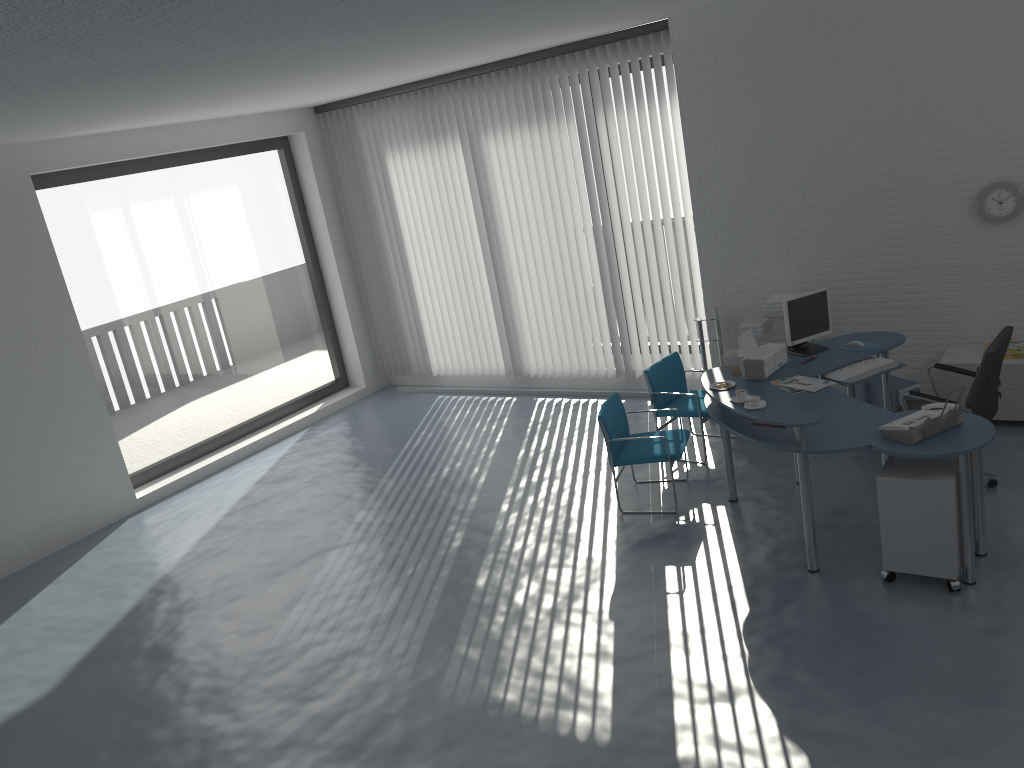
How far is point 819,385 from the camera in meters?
5.5 m

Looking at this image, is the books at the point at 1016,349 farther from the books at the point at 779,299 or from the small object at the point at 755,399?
the small object at the point at 755,399

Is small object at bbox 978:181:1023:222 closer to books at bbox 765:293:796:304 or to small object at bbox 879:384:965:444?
books at bbox 765:293:796:304

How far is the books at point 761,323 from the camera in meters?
7.1

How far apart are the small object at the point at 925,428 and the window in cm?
651

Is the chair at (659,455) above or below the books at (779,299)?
below

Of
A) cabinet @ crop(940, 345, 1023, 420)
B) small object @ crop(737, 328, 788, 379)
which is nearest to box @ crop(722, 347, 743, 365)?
small object @ crop(737, 328, 788, 379)

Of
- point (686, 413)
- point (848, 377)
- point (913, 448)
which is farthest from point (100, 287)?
point (913, 448)

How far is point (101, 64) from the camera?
3.9m

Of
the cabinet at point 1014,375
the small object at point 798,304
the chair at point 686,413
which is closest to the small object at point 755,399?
the small object at point 798,304
